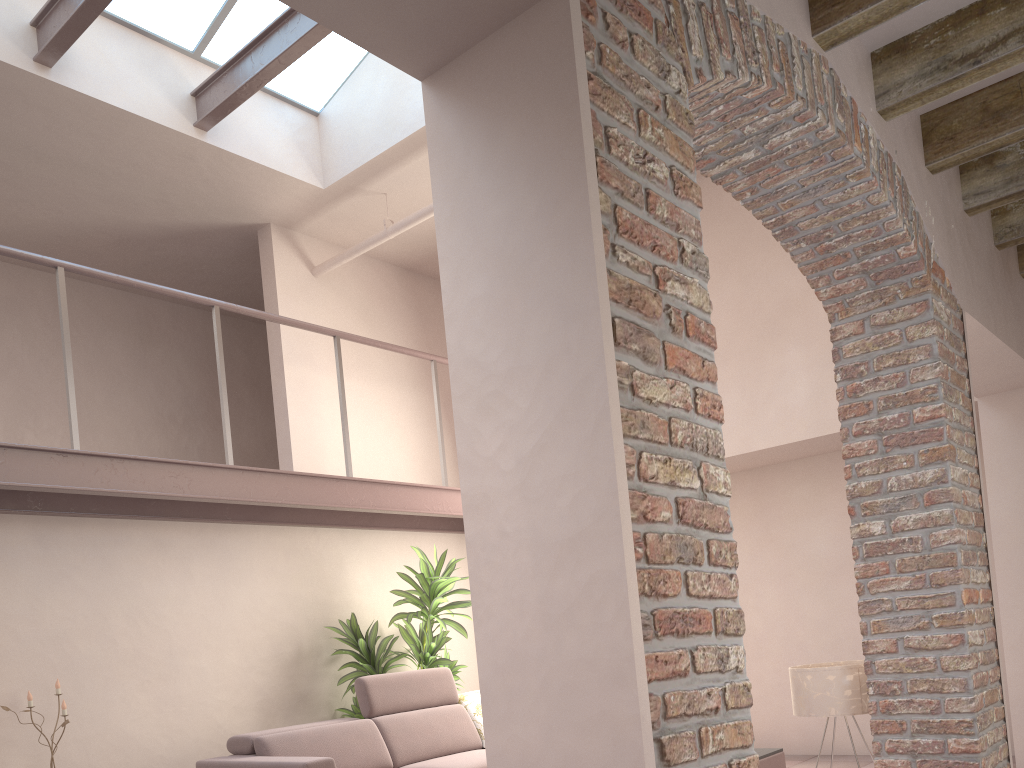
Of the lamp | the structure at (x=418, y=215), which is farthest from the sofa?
the structure at (x=418, y=215)

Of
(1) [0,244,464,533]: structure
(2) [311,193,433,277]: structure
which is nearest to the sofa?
(1) [0,244,464,533]: structure

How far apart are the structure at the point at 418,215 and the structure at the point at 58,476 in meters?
0.8

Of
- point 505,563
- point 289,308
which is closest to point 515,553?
point 505,563

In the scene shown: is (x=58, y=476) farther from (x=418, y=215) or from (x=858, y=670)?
(x=858, y=670)

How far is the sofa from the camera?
5.0m

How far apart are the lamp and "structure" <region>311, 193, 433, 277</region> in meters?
4.1

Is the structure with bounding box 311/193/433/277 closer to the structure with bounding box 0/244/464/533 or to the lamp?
the structure with bounding box 0/244/464/533

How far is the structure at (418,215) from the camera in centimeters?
584cm

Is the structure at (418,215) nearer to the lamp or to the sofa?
the sofa
